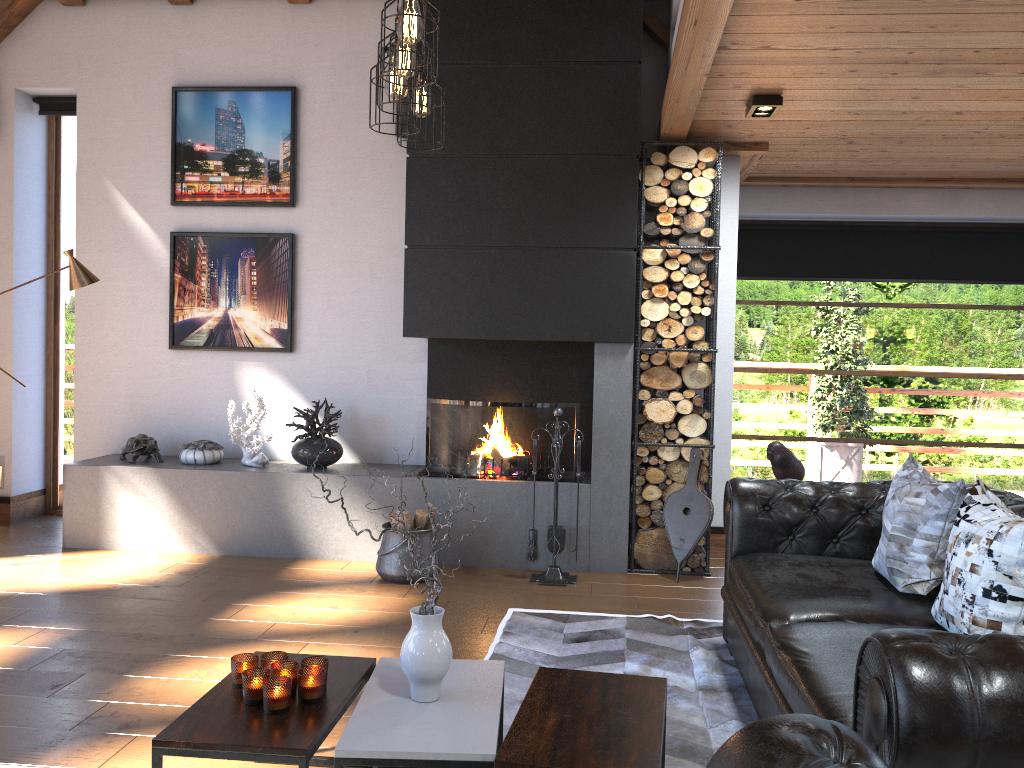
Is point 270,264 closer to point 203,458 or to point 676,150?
point 203,458

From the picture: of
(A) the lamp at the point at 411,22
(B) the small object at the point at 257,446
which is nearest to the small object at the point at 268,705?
(A) the lamp at the point at 411,22

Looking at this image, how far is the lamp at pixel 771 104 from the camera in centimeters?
451cm

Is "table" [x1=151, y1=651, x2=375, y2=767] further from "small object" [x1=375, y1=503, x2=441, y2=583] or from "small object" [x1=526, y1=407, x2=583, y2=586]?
"small object" [x1=526, y1=407, x2=583, y2=586]

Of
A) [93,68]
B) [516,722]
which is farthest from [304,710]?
[93,68]

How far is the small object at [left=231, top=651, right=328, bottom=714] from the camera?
2.41m

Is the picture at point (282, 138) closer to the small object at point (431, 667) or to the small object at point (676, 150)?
the small object at point (676, 150)

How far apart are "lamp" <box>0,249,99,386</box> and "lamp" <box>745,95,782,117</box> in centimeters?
401cm

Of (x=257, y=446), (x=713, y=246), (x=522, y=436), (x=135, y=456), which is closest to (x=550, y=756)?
(x=522, y=436)

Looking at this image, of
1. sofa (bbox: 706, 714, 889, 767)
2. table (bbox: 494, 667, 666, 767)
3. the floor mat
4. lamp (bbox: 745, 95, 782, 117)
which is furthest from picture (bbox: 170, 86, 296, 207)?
sofa (bbox: 706, 714, 889, 767)
